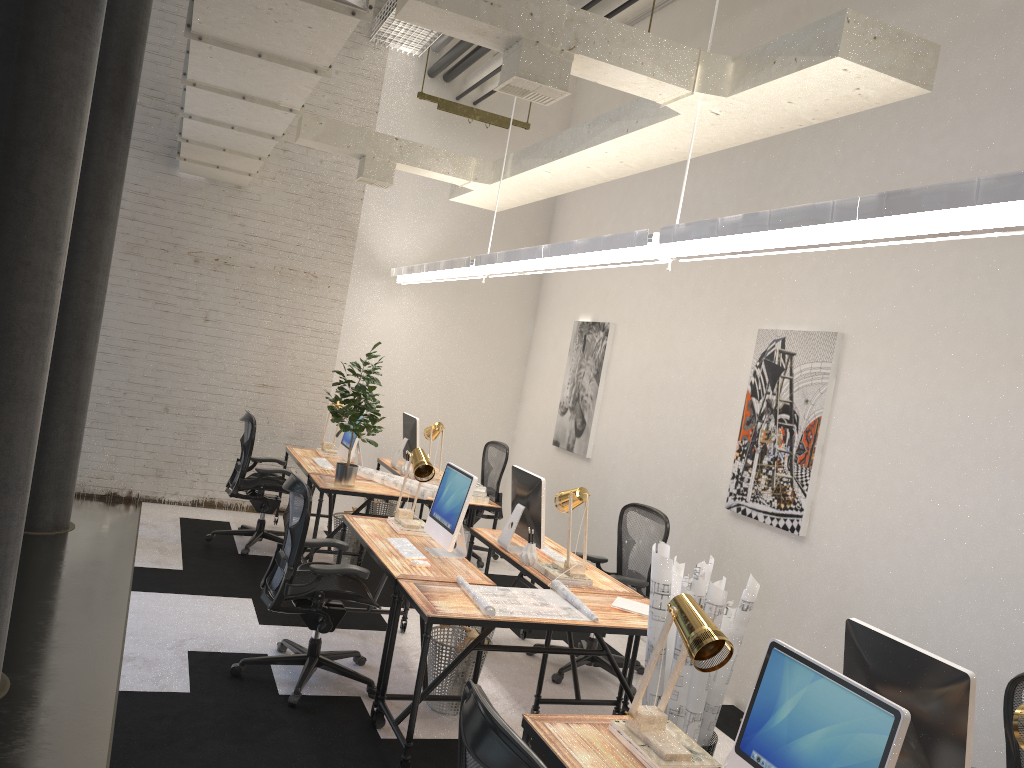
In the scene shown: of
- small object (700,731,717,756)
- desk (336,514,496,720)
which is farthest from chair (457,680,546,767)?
desk (336,514,496,720)

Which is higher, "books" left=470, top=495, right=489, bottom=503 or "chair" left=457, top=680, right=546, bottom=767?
"chair" left=457, top=680, right=546, bottom=767

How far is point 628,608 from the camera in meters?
4.4 m

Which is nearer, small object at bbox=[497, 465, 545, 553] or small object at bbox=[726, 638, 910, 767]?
small object at bbox=[726, 638, 910, 767]

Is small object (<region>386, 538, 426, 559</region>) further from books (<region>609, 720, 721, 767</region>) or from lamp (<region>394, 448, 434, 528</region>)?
books (<region>609, 720, 721, 767</region>)

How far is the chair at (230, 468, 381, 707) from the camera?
4.4 meters

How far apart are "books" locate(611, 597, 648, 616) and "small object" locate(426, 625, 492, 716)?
0.8m

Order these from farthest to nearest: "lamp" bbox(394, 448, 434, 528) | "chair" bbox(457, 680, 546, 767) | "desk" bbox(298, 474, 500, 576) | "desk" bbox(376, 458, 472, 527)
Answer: "desk" bbox(376, 458, 472, 527) < "desk" bbox(298, 474, 500, 576) < "lamp" bbox(394, 448, 434, 528) < "chair" bbox(457, 680, 546, 767)

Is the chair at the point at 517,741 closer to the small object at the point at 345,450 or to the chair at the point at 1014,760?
the chair at the point at 1014,760

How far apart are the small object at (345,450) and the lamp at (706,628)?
4.68m
